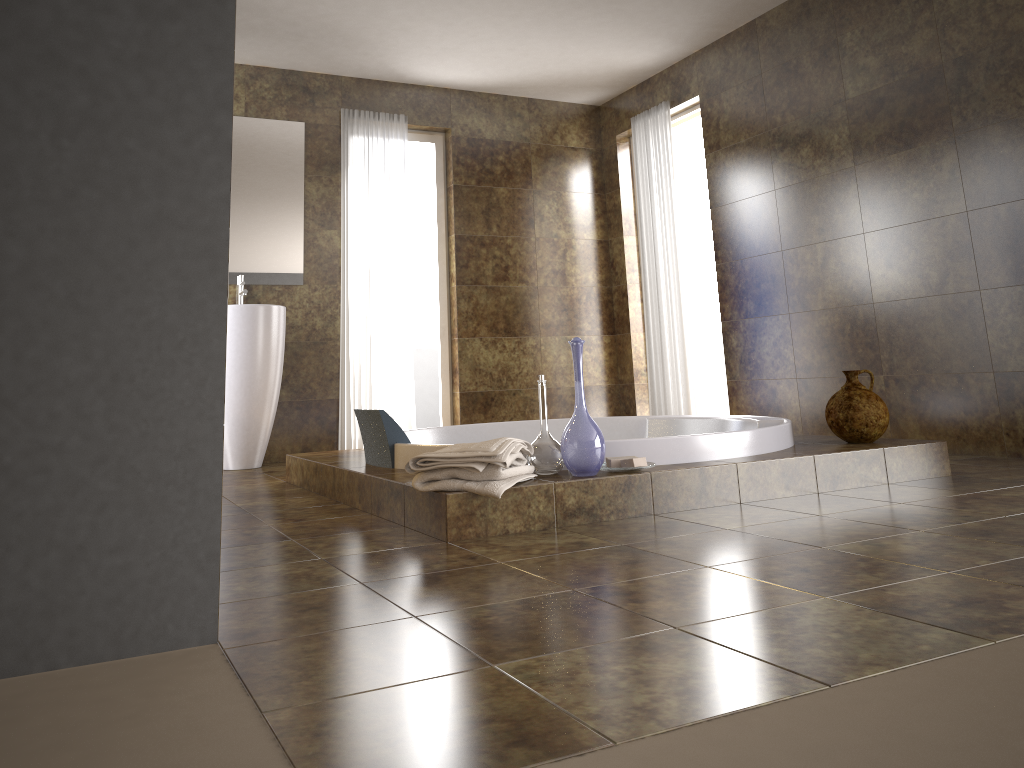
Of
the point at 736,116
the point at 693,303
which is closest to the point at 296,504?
the point at 736,116

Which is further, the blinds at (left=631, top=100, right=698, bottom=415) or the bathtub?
the blinds at (left=631, top=100, right=698, bottom=415)

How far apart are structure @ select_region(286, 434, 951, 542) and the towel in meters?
0.0

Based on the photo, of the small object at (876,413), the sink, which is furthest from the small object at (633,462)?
the sink

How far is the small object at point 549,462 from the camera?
2.8 meters

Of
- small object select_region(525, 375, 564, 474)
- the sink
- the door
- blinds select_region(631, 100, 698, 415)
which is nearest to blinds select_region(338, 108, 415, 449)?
the sink

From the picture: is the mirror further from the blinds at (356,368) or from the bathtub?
the bathtub

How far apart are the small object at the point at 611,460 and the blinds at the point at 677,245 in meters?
3.0 m

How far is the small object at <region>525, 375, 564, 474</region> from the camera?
2.8m

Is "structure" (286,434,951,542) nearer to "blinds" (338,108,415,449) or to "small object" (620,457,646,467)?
"small object" (620,457,646,467)
